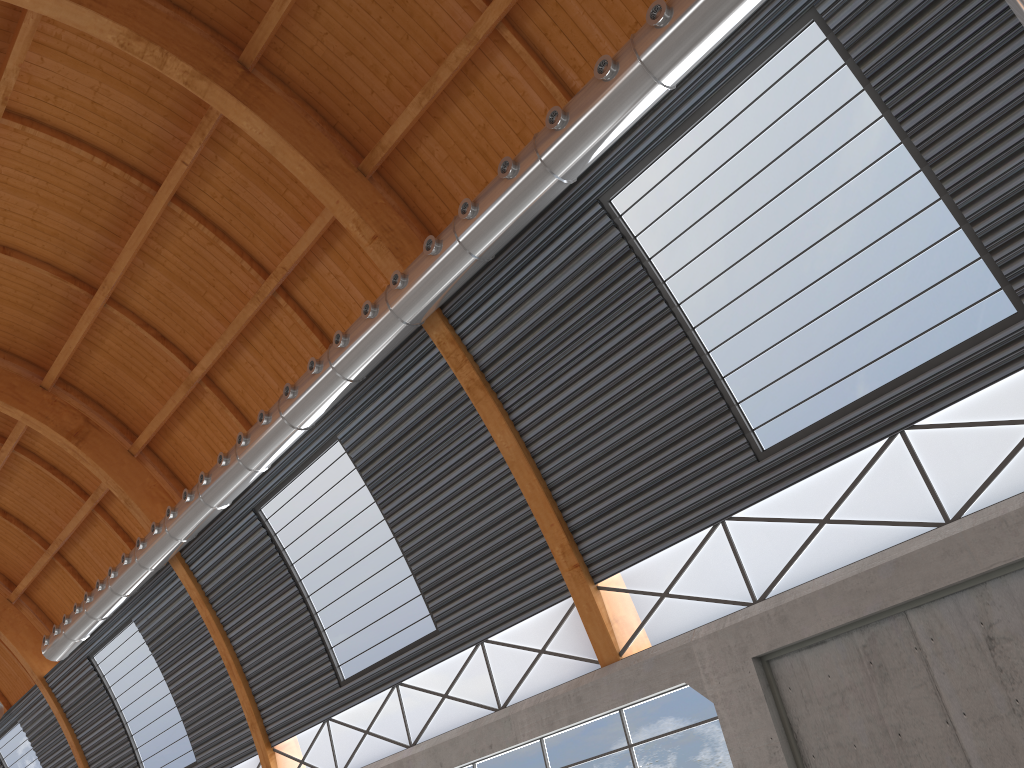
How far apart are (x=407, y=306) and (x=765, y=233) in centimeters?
838cm

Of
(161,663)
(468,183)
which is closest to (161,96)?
(468,183)

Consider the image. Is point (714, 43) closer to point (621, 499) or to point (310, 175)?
point (621, 499)
